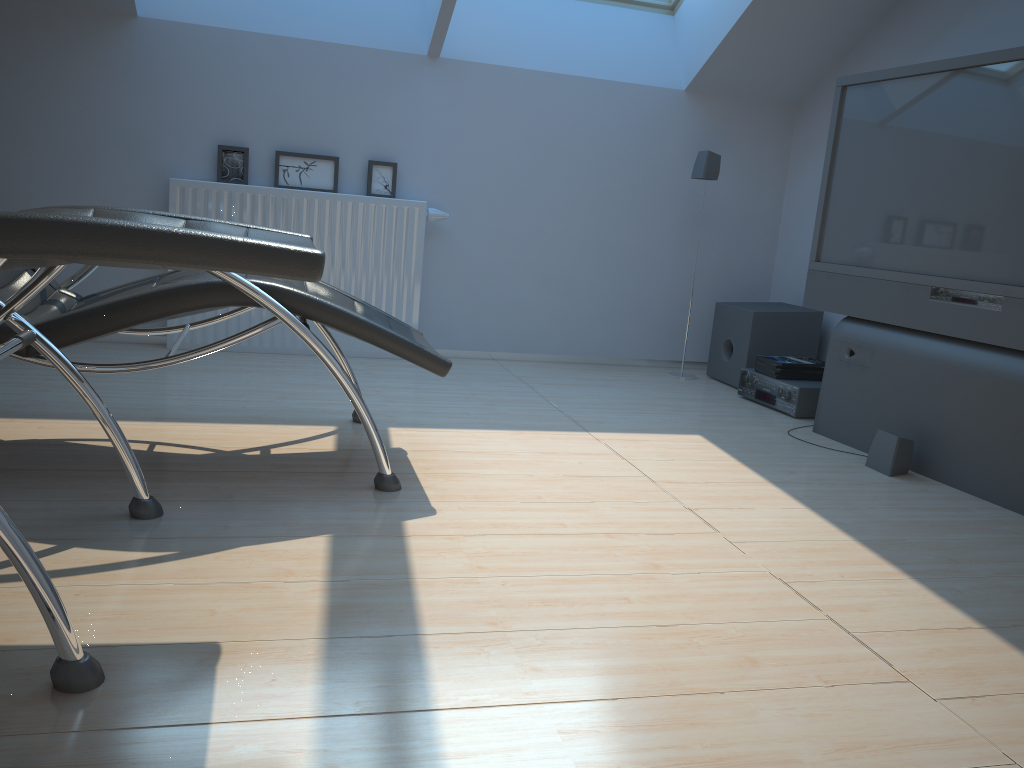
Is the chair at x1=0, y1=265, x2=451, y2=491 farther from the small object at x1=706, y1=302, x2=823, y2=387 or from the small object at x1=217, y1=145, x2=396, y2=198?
the small object at x1=706, y1=302, x2=823, y2=387

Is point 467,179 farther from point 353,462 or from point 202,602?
point 202,602

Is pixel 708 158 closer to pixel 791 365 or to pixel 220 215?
pixel 791 365

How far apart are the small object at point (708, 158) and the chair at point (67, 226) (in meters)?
3.04

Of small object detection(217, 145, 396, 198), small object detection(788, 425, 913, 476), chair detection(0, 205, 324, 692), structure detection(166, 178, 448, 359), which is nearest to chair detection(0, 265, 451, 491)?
chair detection(0, 205, 324, 692)

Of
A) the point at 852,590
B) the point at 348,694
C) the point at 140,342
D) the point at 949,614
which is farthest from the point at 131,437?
the point at 949,614

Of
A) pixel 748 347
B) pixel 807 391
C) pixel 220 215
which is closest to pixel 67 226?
pixel 220 215

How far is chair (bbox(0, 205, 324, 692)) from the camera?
1.3 meters

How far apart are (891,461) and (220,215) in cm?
309

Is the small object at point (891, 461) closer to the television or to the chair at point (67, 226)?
the television
